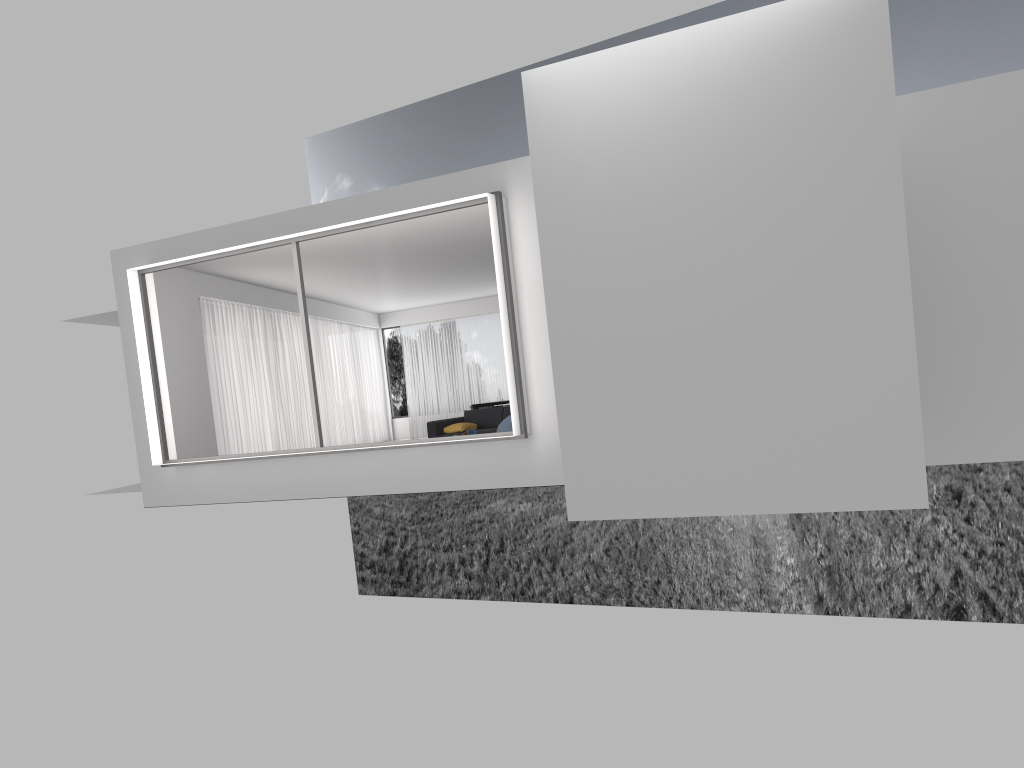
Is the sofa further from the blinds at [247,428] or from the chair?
the blinds at [247,428]

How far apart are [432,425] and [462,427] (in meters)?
0.53

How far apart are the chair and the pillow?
2.9 meters

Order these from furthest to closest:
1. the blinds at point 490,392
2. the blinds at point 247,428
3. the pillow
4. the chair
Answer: the blinds at point 490,392 < the blinds at point 247,428 < the pillow < the chair

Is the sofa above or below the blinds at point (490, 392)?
below

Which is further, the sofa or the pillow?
the sofa

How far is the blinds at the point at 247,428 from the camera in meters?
14.6 m

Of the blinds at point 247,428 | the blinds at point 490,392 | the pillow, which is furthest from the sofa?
the blinds at point 490,392

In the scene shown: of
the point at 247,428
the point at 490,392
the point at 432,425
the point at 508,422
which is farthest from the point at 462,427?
the point at 490,392

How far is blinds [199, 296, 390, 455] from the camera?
14.62m
